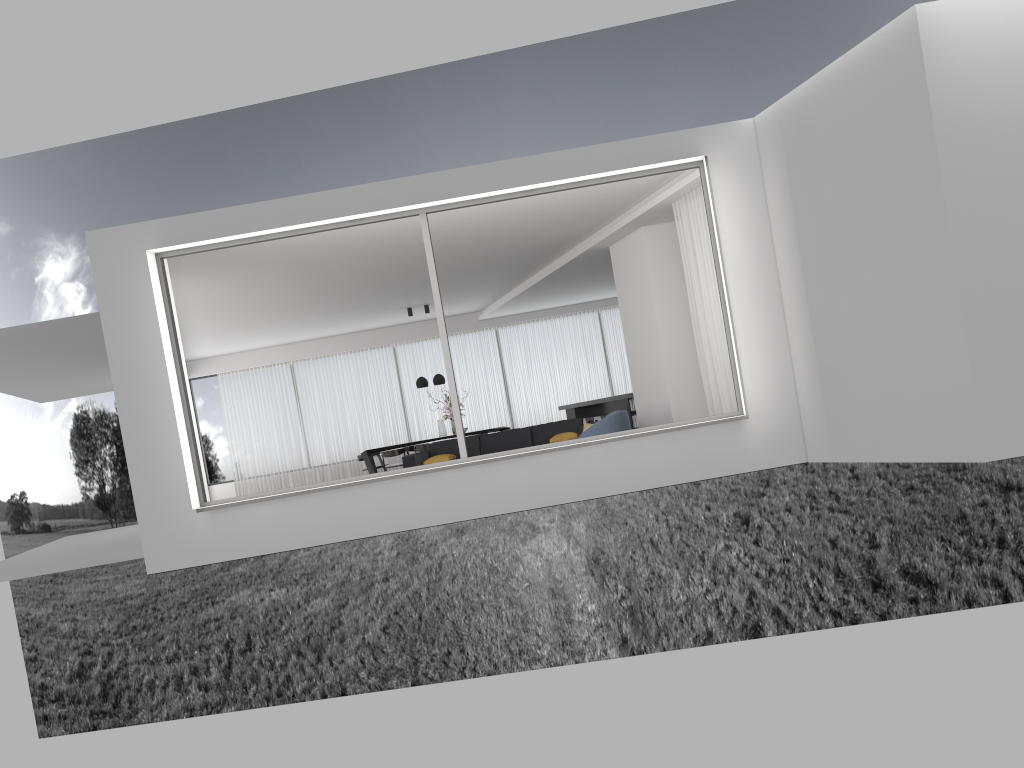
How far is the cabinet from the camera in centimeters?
1485cm

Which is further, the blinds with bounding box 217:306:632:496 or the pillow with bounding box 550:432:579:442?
the blinds with bounding box 217:306:632:496

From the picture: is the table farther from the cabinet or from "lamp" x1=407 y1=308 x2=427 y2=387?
the cabinet

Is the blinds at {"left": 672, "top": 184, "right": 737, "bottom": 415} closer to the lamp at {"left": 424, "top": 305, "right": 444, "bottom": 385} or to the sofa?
the sofa

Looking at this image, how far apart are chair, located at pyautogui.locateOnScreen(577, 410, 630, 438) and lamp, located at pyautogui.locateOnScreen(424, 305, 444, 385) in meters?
6.9

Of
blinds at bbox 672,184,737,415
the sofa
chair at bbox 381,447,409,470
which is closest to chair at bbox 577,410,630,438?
blinds at bbox 672,184,737,415

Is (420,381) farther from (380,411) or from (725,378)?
(725,378)

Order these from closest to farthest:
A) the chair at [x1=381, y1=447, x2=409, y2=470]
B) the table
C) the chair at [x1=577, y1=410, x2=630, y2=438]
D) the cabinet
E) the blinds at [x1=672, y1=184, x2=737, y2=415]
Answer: the blinds at [x1=672, y1=184, x2=737, y2=415] < the chair at [x1=577, y1=410, x2=630, y2=438] < the cabinet < the chair at [x1=381, y1=447, x2=409, y2=470] < the table

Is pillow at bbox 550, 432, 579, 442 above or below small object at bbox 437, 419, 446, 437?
below

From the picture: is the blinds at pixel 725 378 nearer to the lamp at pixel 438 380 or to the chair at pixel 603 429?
the chair at pixel 603 429
